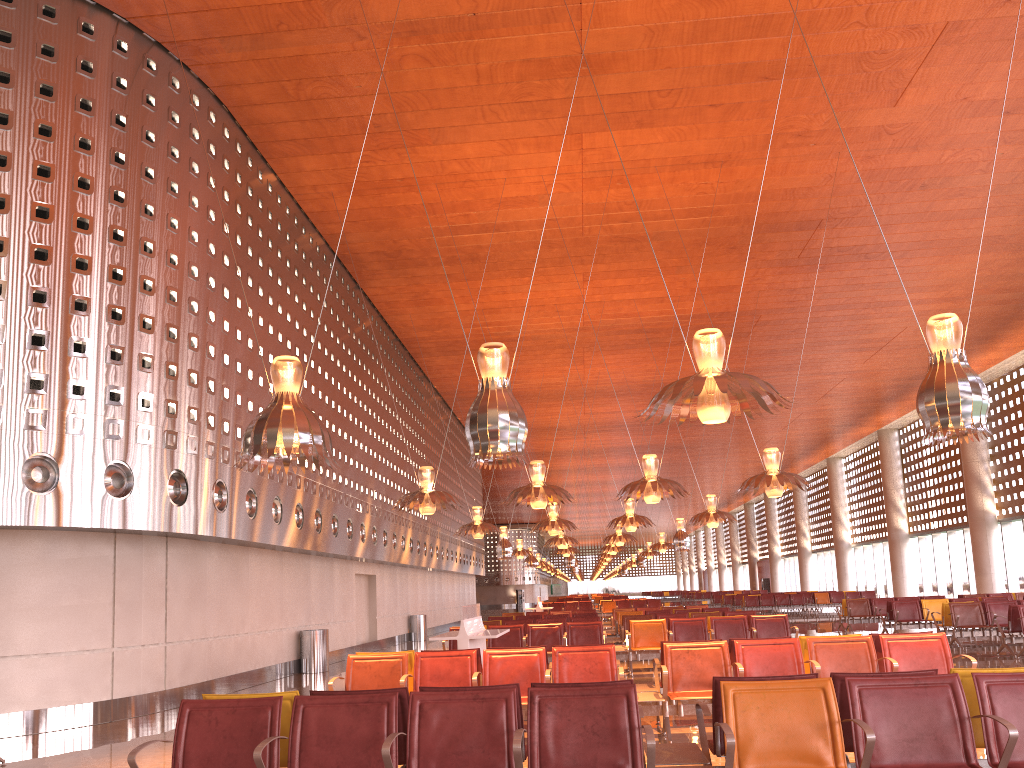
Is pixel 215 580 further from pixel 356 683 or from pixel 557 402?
pixel 557 402
